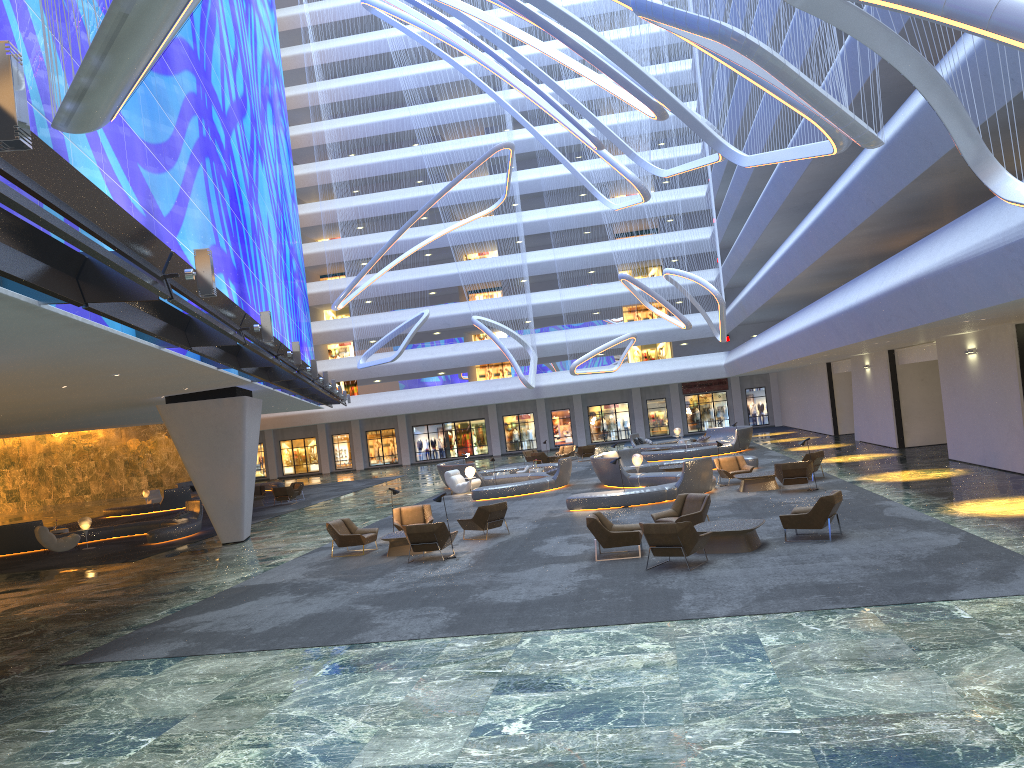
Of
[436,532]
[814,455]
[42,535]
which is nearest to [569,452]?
[814,455]

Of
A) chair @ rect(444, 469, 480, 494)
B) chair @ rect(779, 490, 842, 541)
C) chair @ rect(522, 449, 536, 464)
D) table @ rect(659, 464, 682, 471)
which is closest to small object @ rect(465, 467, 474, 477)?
chair @ rect(444, 469, 480, 494)

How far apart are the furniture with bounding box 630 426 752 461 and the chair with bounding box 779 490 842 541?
21.16m

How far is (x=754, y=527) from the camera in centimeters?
1444cm

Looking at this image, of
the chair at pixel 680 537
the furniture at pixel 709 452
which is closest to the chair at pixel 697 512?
the chair at pixel 680 537

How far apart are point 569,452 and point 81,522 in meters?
24.1

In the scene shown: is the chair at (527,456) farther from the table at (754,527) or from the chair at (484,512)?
the table at (754,527)

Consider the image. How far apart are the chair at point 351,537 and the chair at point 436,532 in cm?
220

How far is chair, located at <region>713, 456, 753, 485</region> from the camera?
24.61m

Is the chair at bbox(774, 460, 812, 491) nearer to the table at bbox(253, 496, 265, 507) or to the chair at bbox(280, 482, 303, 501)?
the chair at bbox(280, 482, 303, 501)
